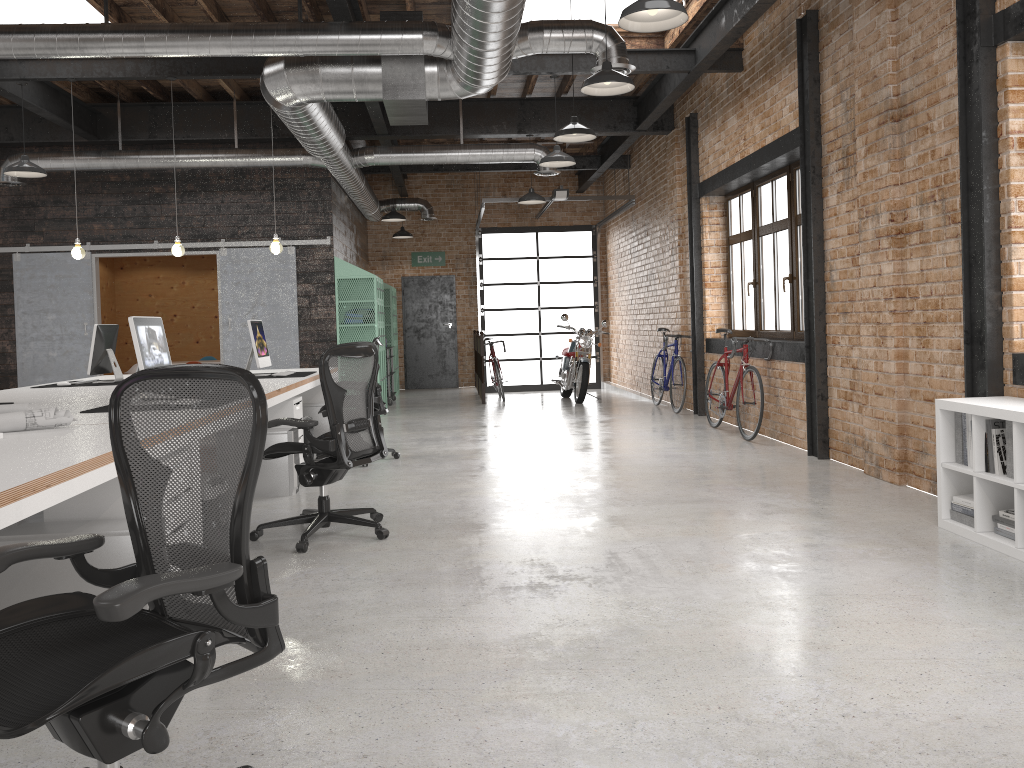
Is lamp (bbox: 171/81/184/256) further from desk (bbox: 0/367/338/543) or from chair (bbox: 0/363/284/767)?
chair (bbox: 0/363/284/767)

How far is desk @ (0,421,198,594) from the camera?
2.38m

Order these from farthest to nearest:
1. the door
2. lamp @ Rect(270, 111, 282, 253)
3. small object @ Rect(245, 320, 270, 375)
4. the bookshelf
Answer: the door → lamp @ Rect(270, 111, 282, 253) → small object @ Rect(245, 320, 270, 375) → the bookshelf

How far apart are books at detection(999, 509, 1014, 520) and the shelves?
9.71m

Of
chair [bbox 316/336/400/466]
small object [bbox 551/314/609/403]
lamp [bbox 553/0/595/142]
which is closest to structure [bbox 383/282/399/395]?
small object [bbox 551/314/609/403]

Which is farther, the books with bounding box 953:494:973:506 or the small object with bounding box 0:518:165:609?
the books with bounding box 953:494:973:506

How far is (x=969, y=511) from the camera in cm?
454

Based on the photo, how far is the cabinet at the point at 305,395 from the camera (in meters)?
8.59

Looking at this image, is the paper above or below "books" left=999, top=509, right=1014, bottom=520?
above

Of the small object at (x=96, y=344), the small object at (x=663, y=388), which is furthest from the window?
the small object at (x=96, y=344)
